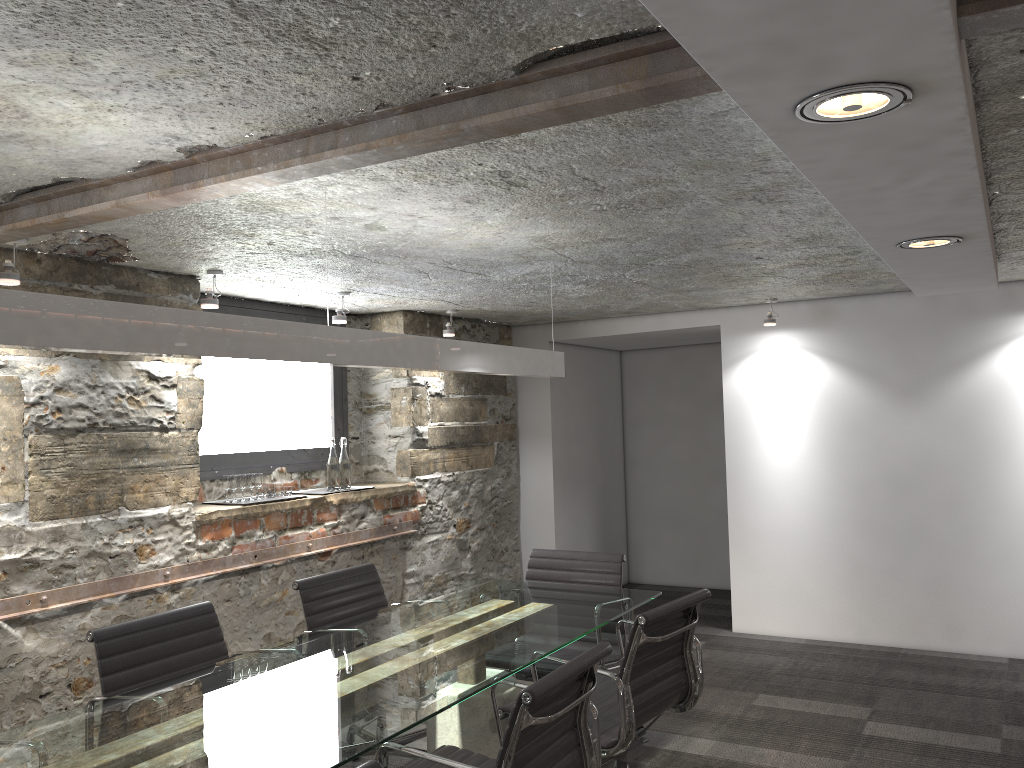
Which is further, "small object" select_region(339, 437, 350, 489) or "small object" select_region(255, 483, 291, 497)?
"small object" select_region(339, 437, 350, 489)

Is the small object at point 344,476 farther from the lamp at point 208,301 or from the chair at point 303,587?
the lamp at point 208,301

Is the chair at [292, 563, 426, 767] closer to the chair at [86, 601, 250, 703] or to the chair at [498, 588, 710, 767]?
the chair at [86, 601, 250, 703]

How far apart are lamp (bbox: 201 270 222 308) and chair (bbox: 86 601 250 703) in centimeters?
140cm

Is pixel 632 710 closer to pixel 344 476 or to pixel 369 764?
pixel 369 764

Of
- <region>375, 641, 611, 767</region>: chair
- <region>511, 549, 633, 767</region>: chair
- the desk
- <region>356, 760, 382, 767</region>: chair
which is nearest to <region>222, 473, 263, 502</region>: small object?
the desk

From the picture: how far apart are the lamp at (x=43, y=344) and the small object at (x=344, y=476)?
1.7m

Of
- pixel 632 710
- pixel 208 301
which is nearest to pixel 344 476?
pixel 208 301

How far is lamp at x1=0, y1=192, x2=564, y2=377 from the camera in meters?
1.8

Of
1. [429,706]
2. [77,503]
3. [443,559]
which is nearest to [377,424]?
[443,559]
